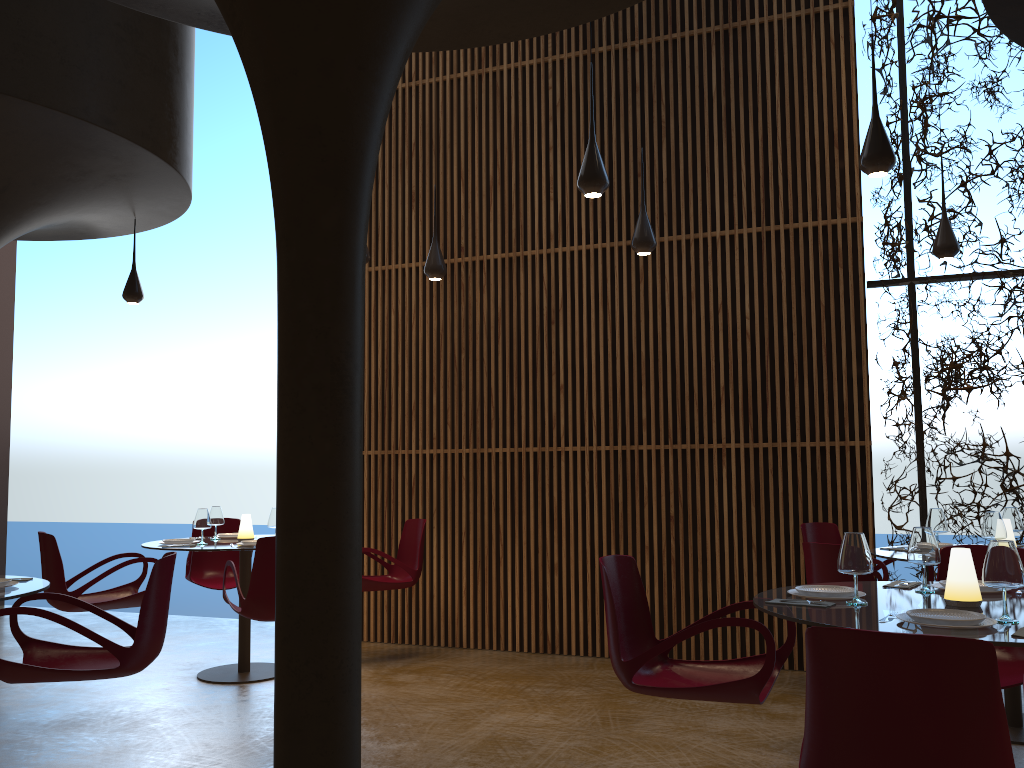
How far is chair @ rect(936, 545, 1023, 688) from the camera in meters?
4.3

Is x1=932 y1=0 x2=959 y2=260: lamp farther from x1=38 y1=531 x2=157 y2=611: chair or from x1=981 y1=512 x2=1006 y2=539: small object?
x1=38 y1=531 x2=157 y2=611: chair

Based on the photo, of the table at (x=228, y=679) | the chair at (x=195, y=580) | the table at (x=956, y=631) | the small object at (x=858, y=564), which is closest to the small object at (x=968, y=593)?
the table at (x=956, y=631)

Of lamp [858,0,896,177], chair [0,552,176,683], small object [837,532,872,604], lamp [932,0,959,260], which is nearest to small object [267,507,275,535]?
chair [0,552,176,683]

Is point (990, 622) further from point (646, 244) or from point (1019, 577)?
point (646, 244)

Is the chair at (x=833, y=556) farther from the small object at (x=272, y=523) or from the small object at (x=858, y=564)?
the small object at (x=272, y=523)

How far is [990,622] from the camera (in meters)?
3.16

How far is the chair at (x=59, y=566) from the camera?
6.7m

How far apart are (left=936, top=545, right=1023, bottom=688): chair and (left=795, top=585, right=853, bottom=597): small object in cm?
94

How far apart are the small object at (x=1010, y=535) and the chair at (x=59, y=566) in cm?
627
